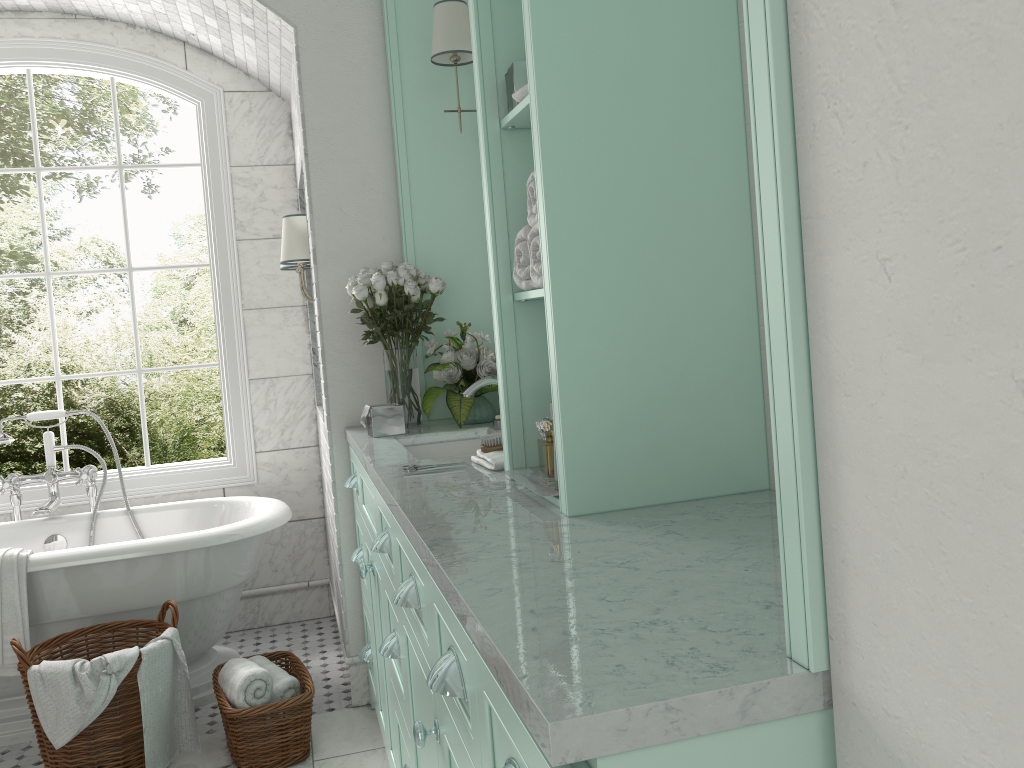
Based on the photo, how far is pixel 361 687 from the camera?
3.66m

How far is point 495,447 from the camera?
2.5 meters

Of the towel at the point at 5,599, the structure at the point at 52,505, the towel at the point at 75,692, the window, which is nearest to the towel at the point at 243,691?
the towel at the point at 75,692

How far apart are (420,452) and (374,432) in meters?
0.2

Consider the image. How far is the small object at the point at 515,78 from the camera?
1.98m

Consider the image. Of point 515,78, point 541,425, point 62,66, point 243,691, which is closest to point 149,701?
point 243,691

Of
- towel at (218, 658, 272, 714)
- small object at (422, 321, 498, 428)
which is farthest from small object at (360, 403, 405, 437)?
towel at (218, 658, 272, 714)

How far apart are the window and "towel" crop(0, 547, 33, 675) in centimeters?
104cm

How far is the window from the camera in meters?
4.4 m

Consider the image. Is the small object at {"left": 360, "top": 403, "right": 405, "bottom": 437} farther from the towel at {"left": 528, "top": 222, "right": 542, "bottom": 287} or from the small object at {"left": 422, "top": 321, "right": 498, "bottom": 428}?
the towel at {"left": 528, "top": 222, "right": 542, "bottom": 287}
